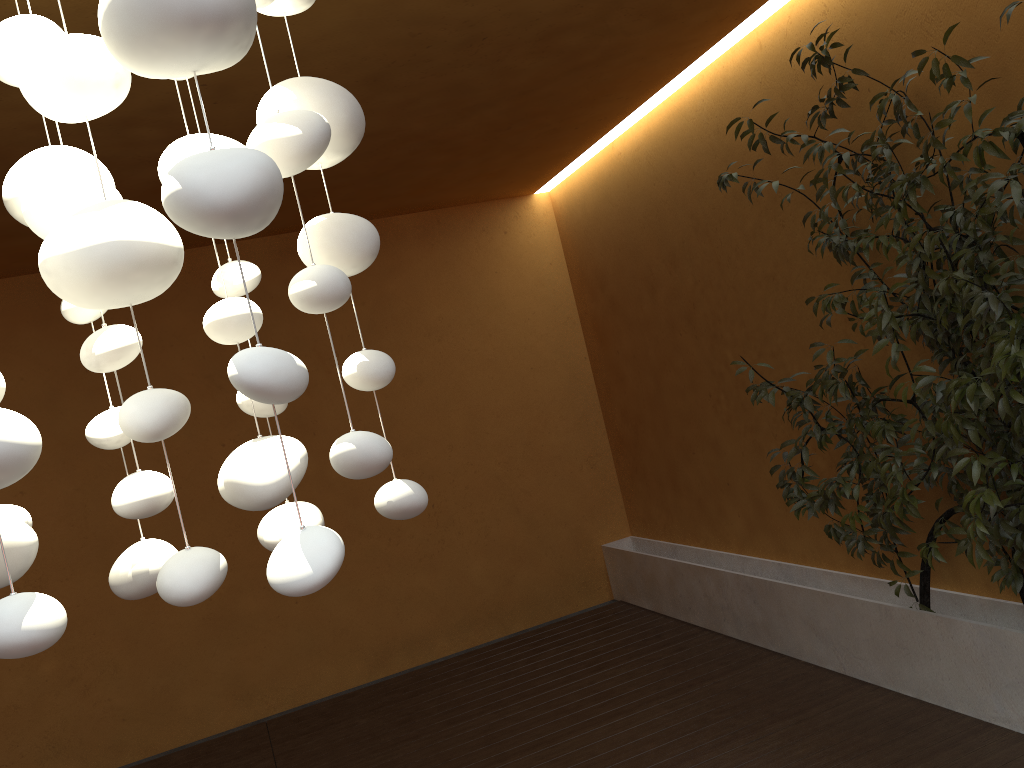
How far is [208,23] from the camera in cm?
85

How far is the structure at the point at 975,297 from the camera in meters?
2.7 m

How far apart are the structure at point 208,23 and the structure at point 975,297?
2.0 meters

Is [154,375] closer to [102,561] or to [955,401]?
[102,561]

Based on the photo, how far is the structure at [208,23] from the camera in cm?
85

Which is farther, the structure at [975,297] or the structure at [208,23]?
the structure at [975,297]
